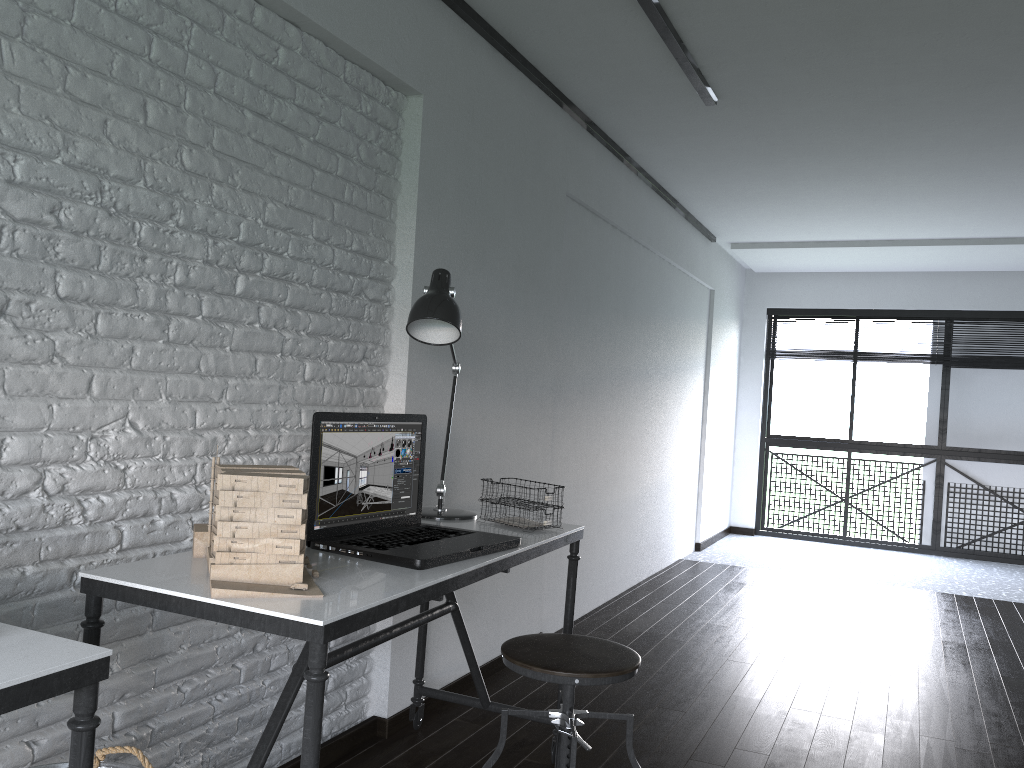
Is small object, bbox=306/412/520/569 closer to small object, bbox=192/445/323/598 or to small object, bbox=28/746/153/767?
small object, bbox=192/445/323/598

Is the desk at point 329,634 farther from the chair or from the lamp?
the chair

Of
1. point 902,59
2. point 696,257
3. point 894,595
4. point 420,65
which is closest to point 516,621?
point 420,65

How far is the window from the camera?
7.24m

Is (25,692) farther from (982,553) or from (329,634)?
(982,553)

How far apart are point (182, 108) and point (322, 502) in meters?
1.0 m

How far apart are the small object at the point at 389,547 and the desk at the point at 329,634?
0.0m

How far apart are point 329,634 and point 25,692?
0.46m

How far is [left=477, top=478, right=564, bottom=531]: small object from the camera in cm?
247

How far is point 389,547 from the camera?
2.0m
